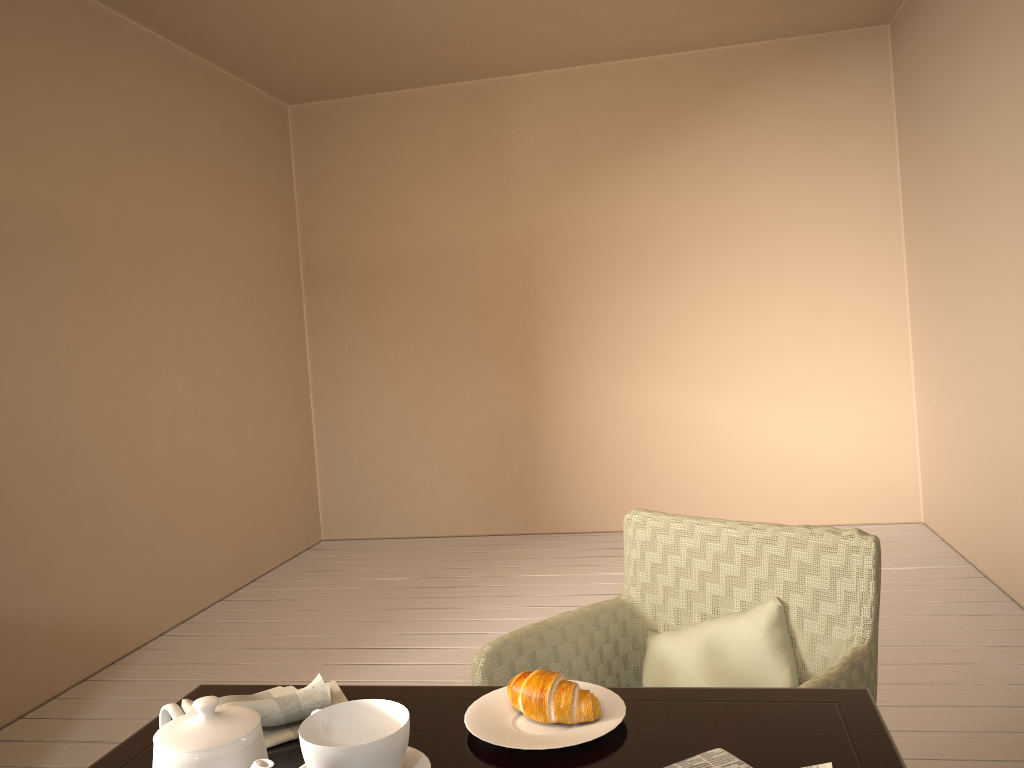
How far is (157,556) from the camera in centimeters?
369cm

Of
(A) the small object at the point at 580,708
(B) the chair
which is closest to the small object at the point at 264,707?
(A) the small object at the point at 580,708

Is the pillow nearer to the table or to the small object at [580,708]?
the table

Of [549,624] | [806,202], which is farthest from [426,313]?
[549,624]

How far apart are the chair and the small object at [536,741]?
0.4m

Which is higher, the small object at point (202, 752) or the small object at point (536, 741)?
the small object at point (202, 752)

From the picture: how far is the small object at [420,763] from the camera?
0.98m

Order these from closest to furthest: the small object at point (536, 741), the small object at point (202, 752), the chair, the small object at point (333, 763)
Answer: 1. the small object at point (202, 752)
2. the small object at point (333, 763)
3. the small object at point (536, 741)
4. the chair

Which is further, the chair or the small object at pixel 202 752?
the chair

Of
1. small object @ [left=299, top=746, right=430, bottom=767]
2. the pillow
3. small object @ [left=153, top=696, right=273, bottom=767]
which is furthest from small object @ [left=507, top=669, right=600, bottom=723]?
the pillow
